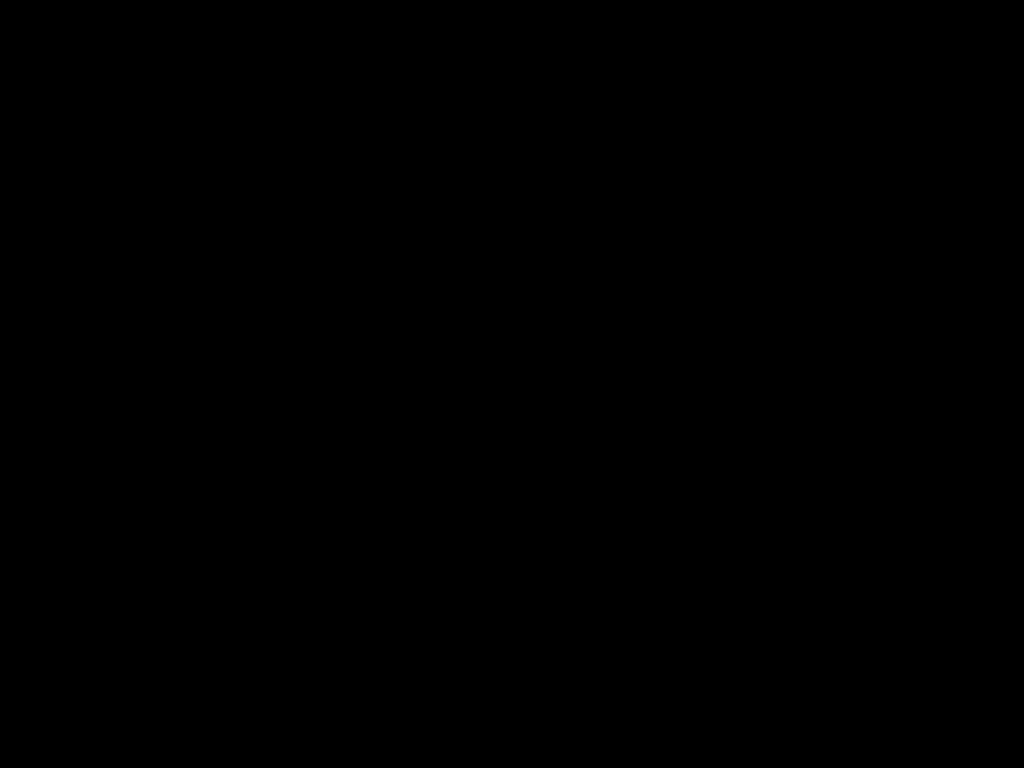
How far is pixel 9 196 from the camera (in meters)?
1.88

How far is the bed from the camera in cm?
68

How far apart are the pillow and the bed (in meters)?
0.02

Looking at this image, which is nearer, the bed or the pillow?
the bed

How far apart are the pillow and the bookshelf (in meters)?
0.04

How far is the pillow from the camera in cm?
184

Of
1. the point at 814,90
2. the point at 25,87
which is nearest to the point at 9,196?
the point at 25,87

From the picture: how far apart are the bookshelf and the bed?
0.01m

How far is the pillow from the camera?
1.8m
